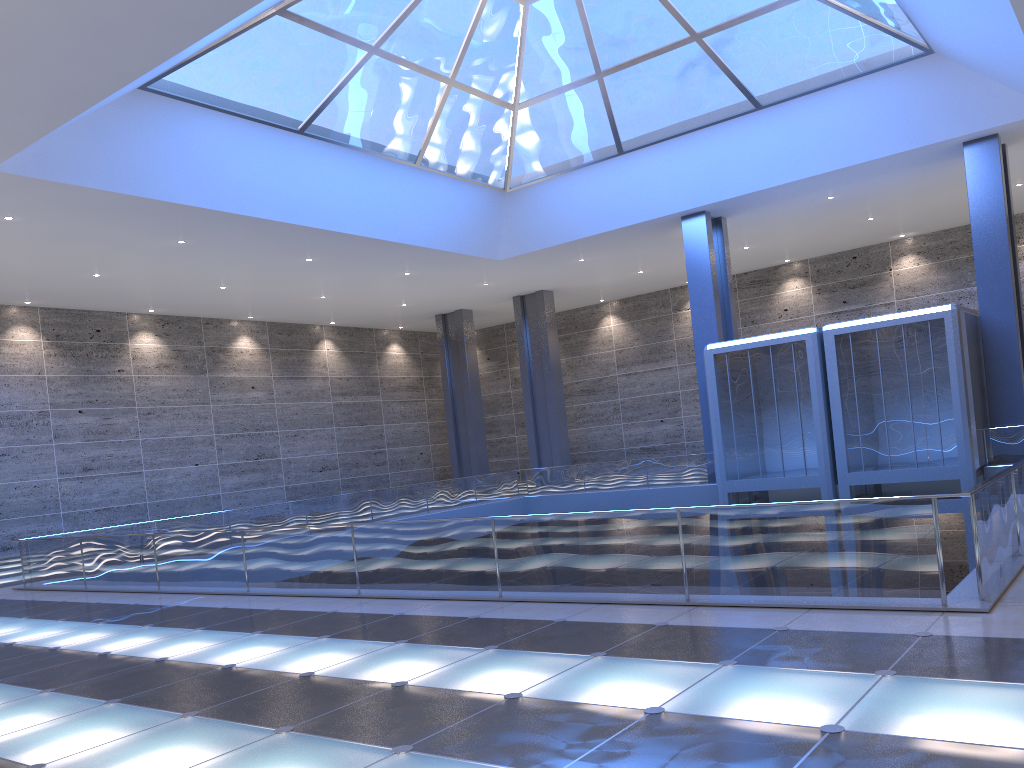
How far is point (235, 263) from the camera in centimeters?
3034cm
